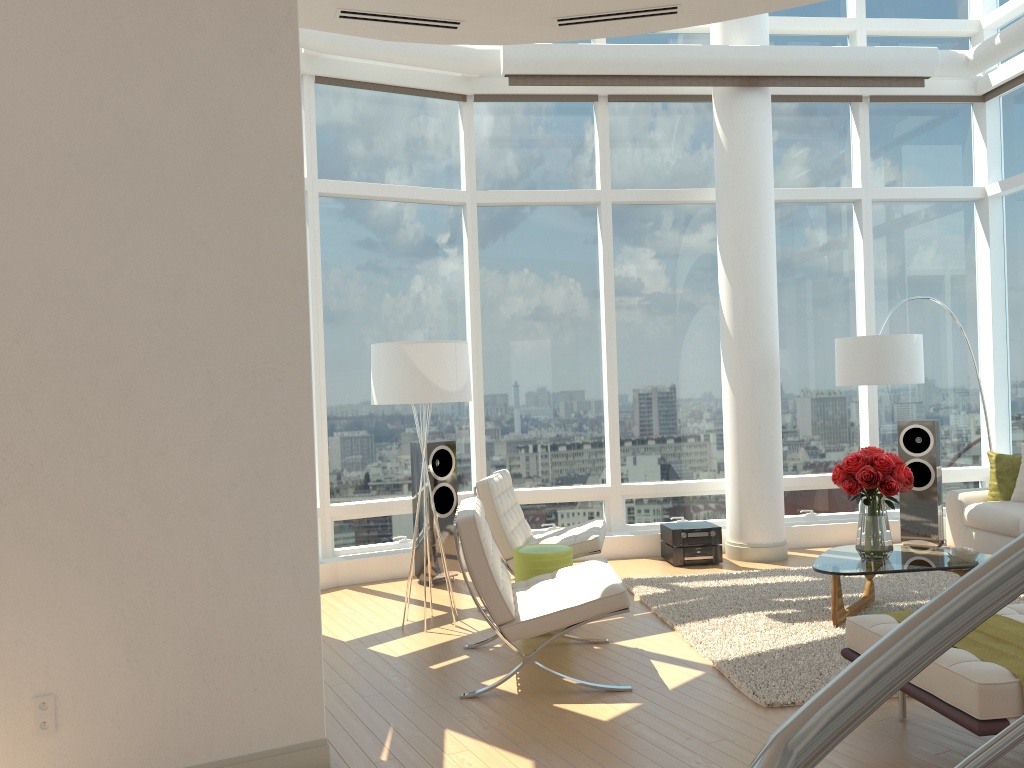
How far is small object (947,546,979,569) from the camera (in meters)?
5.44

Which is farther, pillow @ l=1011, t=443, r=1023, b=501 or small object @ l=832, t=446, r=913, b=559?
pillow @ l=1011, t=443, r=1023, b=501

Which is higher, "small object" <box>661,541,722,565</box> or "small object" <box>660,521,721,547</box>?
"small object" <box>660,521,721,547</box>

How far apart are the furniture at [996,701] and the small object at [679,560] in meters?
3.6

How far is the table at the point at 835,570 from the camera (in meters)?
5.34

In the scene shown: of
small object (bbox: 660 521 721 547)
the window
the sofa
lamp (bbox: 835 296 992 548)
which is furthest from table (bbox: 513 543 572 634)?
the sofa

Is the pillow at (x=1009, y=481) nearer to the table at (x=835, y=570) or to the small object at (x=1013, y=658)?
the table at (x=835, y=570)

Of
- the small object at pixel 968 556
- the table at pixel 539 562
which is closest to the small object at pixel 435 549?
the table at pixel 539 562

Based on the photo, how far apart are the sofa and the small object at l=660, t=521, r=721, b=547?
1.91m

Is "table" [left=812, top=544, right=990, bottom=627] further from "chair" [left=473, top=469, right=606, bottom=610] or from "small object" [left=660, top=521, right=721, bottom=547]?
"small object" [left=660, top=521, right=721, bottom=547]
